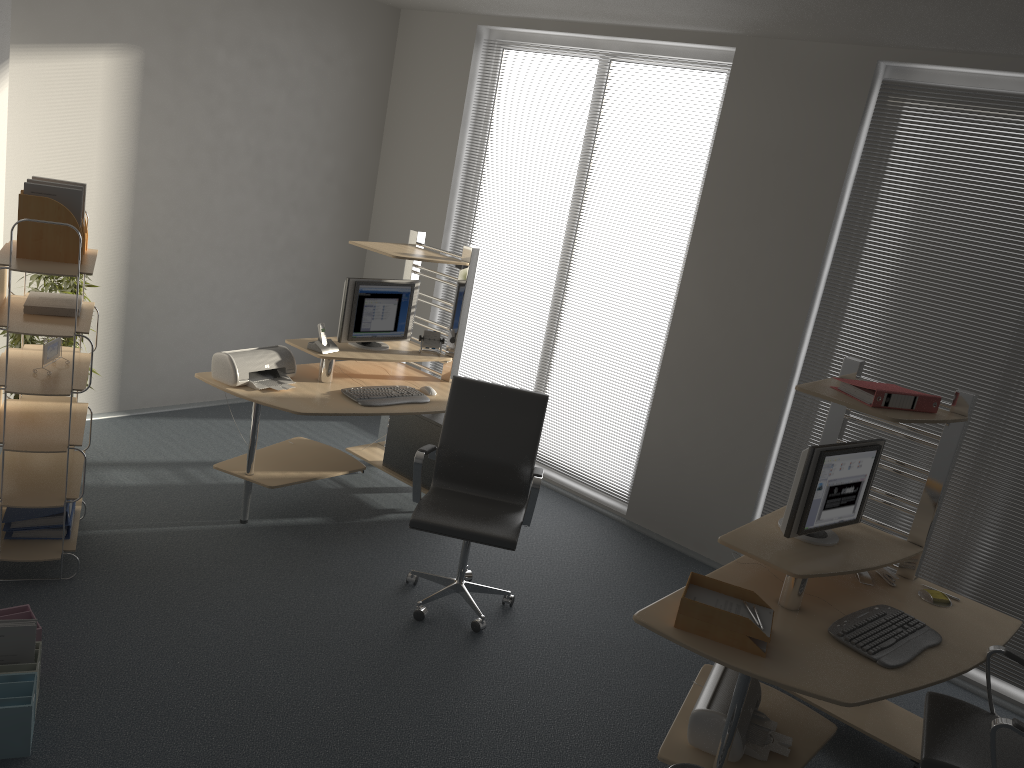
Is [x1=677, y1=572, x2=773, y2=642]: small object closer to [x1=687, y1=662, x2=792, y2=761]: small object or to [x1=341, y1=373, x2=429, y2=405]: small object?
[x1=687, y1=662, x2=792, y2=761]: small object

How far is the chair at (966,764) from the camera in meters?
2.9

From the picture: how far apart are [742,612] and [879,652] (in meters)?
0.50

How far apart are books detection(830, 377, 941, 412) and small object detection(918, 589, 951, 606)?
0.8 meters

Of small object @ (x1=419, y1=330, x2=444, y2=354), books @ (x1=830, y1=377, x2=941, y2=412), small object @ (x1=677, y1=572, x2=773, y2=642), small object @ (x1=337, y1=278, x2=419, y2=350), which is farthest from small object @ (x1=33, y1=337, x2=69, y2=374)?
books @ (x1=830, y1=377, x2=941, y2=412)

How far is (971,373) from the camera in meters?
4.4 m

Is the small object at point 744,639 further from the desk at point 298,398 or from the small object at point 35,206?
the small object at point 35,206

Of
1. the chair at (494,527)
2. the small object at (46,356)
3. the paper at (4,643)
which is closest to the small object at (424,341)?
the chair at (494,527)

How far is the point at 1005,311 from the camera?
4.3m

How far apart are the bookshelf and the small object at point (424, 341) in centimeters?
187cm
